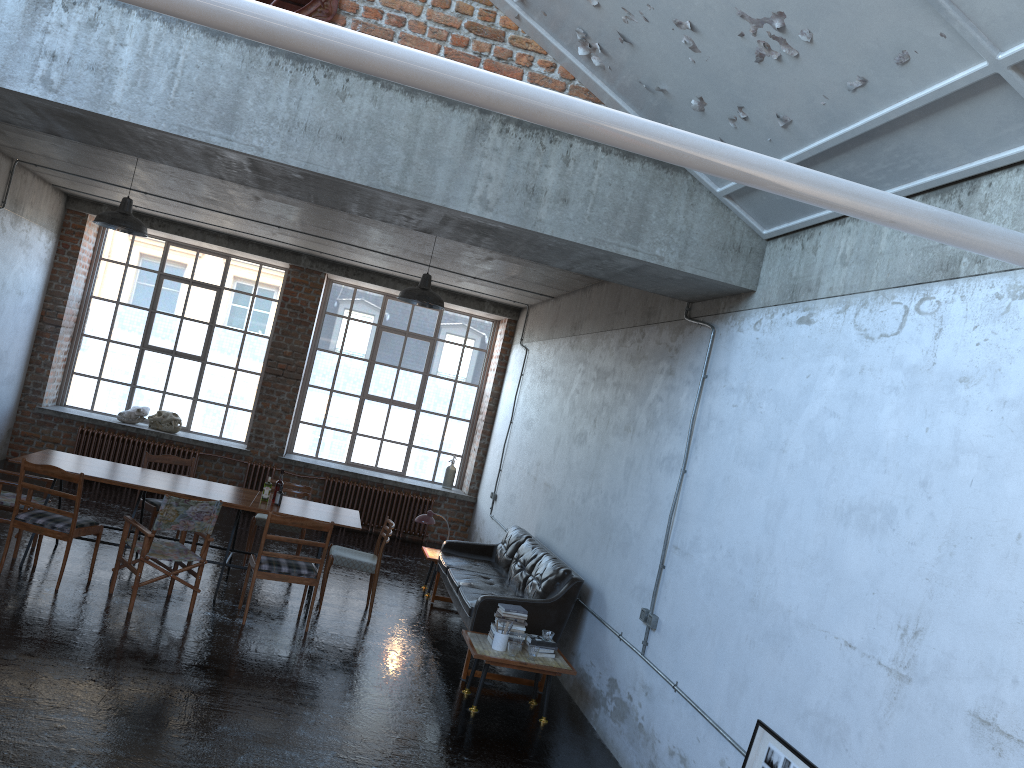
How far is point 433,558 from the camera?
10.0 meters

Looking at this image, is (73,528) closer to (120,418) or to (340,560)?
(340,560)

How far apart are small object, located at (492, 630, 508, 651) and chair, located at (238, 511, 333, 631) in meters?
1.9 m

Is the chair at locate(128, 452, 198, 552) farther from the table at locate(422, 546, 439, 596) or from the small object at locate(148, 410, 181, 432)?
the small object at locate(148, 410, 181, 432)

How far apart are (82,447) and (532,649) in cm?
874

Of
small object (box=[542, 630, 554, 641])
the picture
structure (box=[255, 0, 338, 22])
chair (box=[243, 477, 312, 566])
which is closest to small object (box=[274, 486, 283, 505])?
chair (box=[243, 477, 312, 566])

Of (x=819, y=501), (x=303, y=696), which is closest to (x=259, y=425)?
(x=303, y=696)

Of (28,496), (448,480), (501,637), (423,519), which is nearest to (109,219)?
(28,496)

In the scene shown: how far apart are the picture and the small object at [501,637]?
2.53m

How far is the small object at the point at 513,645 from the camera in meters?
6.7
